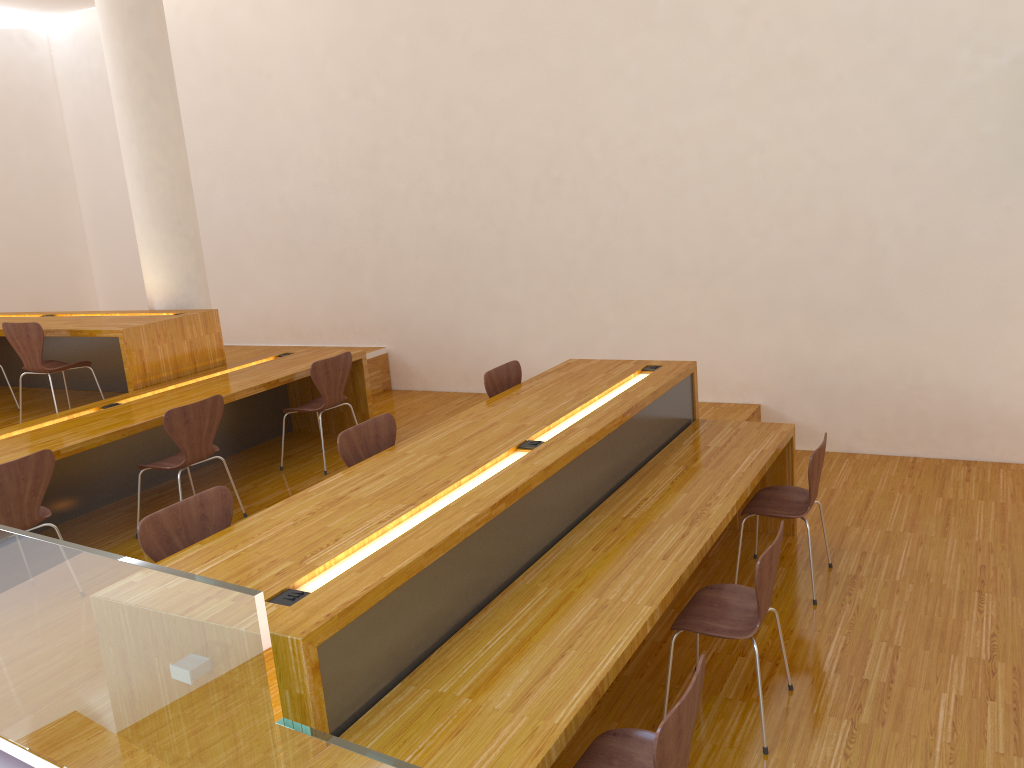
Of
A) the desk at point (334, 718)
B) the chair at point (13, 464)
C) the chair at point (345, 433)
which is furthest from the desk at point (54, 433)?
the desk at point (334, 718)

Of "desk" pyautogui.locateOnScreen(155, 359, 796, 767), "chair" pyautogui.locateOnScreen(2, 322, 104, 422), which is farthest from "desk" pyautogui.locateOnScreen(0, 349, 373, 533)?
"desk" pyautogui.locateOnScreen(155, 359, 796, 767)

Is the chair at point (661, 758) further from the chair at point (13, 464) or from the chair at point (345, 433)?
the chair at point (13, 464)

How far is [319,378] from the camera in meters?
5.3 m

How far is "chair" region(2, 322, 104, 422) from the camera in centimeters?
537cm

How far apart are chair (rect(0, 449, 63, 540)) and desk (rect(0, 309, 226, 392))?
1.56m

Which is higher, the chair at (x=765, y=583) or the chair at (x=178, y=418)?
the chair at (x=178, y=418)

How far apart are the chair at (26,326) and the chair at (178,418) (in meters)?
1.34

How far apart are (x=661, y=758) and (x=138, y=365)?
4.38m

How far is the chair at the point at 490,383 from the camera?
4.6 meters
